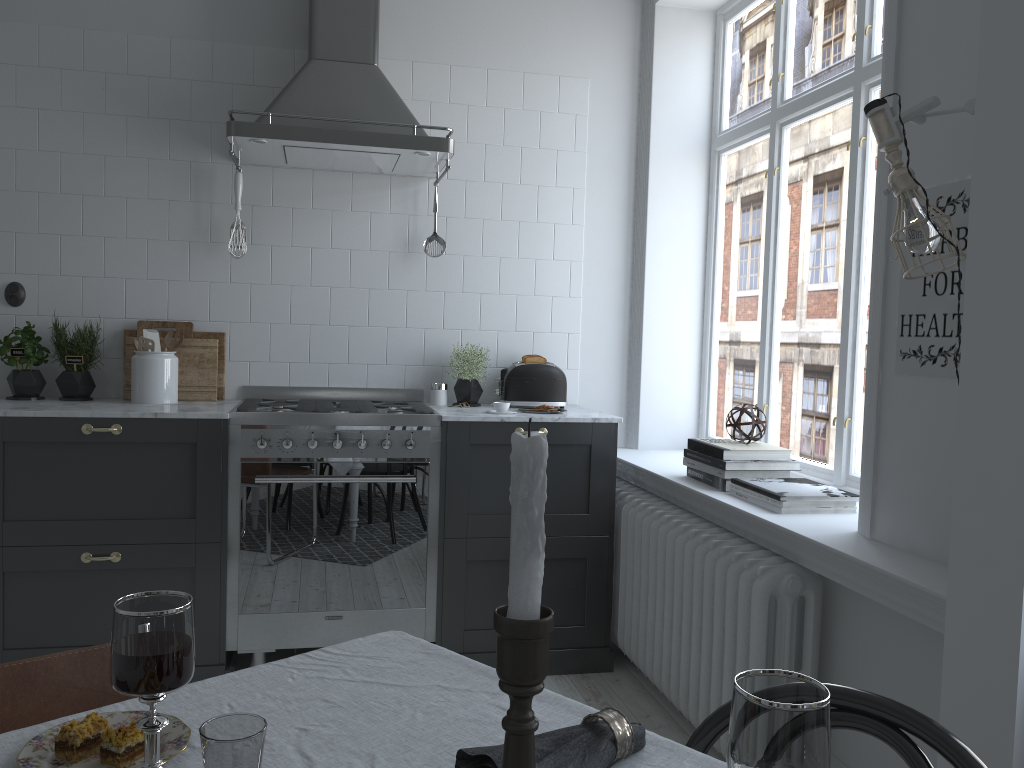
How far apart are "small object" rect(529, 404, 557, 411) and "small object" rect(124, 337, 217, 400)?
1.37m

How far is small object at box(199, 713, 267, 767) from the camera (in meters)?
0.88

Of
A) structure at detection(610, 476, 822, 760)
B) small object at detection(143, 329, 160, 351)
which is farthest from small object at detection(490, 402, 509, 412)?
small object at detection(143, 329, 160, 351)

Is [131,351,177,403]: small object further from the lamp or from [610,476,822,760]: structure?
the lamp

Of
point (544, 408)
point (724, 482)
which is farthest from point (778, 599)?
point (544, 408)

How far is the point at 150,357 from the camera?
3.5 meters

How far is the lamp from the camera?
1.84m

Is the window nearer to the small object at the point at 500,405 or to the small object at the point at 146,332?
the small object at the point at 500,405

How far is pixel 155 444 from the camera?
3.18m

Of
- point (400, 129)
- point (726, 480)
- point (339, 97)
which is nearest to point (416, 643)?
point (726, 480)
